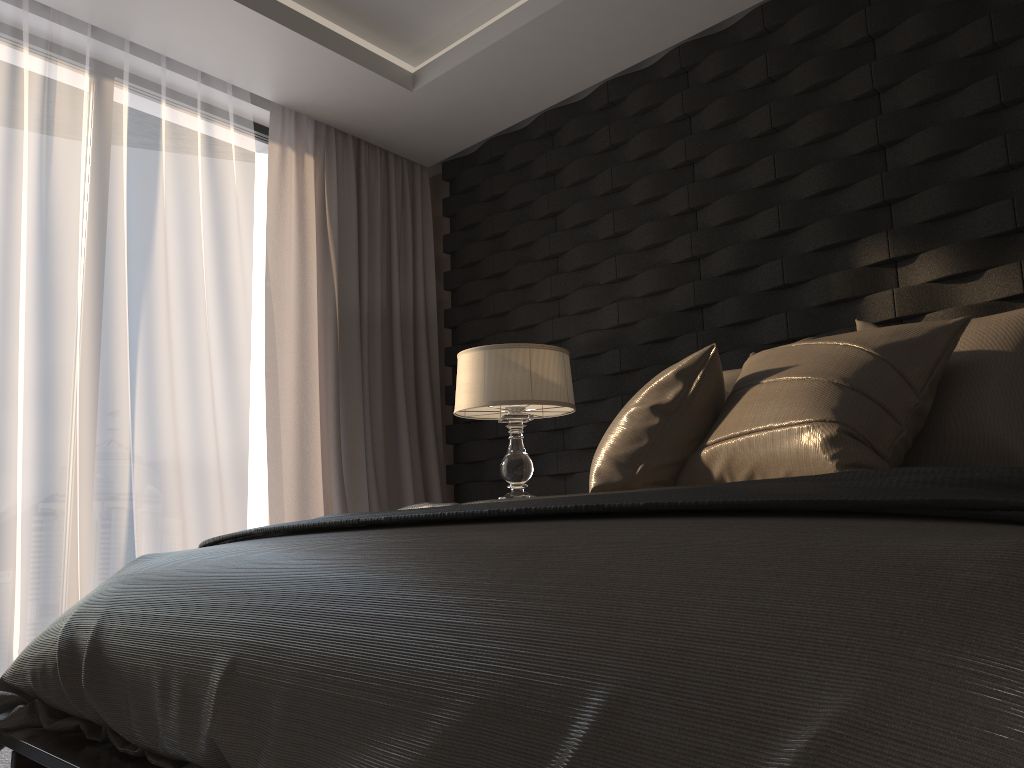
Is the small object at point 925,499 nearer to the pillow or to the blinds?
the pillow

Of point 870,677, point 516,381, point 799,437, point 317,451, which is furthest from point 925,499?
point 317,451

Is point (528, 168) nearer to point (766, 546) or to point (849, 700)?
point (766, 546)

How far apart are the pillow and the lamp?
0.8m

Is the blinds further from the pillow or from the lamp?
the pillow

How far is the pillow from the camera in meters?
1.8 m

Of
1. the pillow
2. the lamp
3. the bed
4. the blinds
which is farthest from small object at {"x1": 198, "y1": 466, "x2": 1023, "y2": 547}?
the blinds

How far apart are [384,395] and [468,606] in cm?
356

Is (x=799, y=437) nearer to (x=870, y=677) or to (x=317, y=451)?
(x=870, y=677)

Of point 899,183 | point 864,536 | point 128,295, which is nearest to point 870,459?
point 864,536
